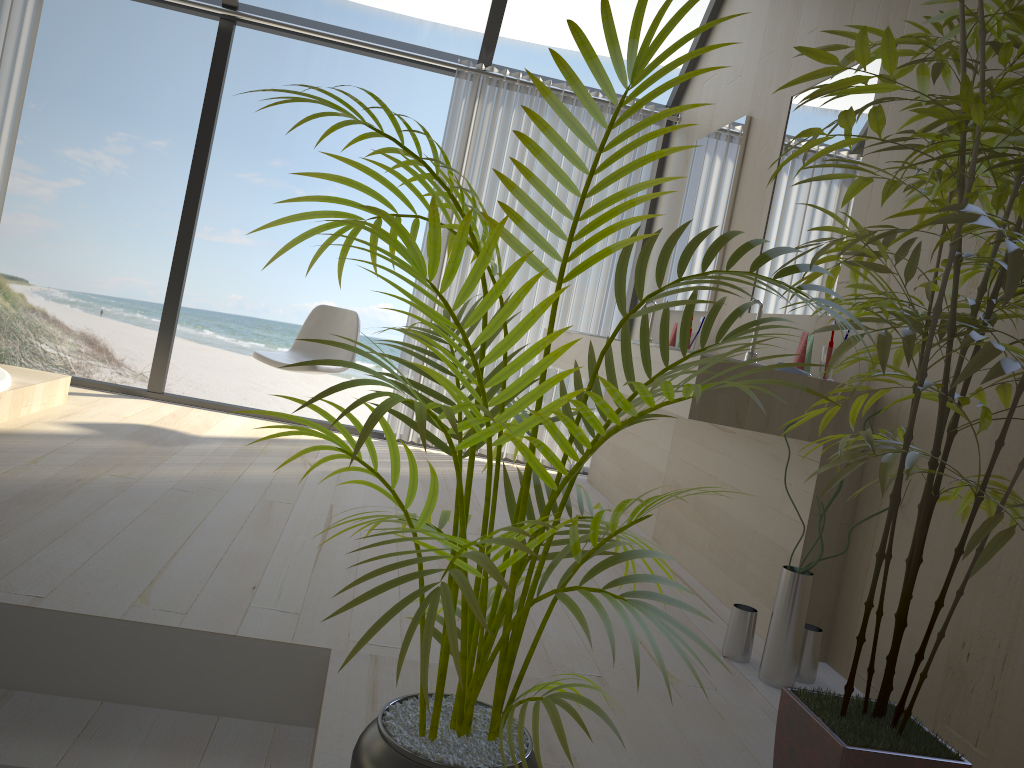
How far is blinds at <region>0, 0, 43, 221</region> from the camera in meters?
4.4 m

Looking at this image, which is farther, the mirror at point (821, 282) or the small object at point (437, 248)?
the mirror at point (821, 282)

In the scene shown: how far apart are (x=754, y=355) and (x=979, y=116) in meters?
1.9 m

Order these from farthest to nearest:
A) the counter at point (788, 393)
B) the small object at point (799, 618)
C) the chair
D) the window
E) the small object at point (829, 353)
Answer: the window, the chair, the small object at point (829, 353), the counter at point (788, 393), the small object at point (799, 618)

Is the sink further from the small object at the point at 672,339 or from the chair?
the chair

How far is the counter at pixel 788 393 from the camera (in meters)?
2.43

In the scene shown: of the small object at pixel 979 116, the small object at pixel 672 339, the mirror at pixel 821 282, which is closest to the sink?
the mirror at pixel 821 282

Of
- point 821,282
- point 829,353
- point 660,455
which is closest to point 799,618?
point 829,353

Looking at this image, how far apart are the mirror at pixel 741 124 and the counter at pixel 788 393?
0.6m

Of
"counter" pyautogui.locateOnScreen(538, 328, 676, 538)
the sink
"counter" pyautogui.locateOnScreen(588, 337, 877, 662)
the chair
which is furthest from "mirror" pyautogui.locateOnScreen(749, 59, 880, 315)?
the chair
